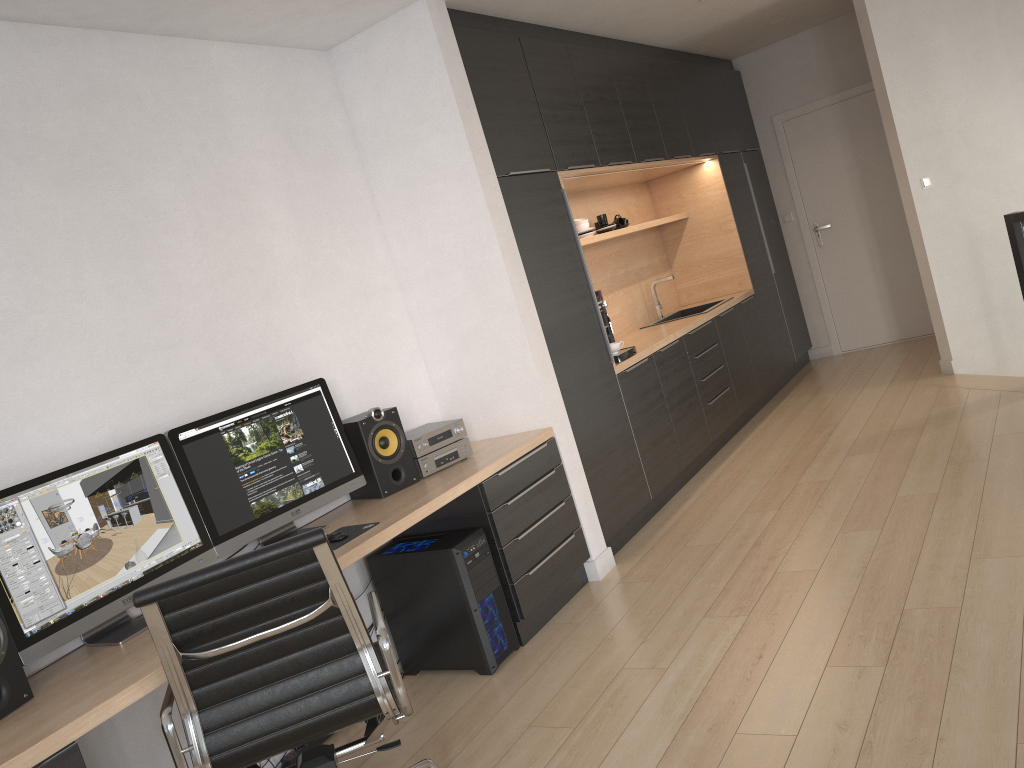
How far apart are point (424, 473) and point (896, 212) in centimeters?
532cm

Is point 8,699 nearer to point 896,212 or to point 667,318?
point 667,318

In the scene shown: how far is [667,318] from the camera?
6.51m

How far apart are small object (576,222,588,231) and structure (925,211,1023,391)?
2.3 meters

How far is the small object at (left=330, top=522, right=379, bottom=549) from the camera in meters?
3.1 m

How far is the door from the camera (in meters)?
7.27

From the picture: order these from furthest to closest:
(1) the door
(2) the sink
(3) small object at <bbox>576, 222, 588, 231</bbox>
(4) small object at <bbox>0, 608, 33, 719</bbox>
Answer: (1) the door < (2) the sink < (3) small object at <bbox>576, 222, 588, 231</bbox> < (4) small object at <bbox>0, 608, 33, 719</bbox>

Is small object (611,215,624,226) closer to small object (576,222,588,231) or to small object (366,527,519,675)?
small object (576,222,588,231)

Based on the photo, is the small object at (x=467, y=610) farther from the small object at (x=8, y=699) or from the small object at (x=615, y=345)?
the small object at (x=615, y=345)

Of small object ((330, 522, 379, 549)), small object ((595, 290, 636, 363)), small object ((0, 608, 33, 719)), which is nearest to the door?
small object ((595, 290, 636, 363))
